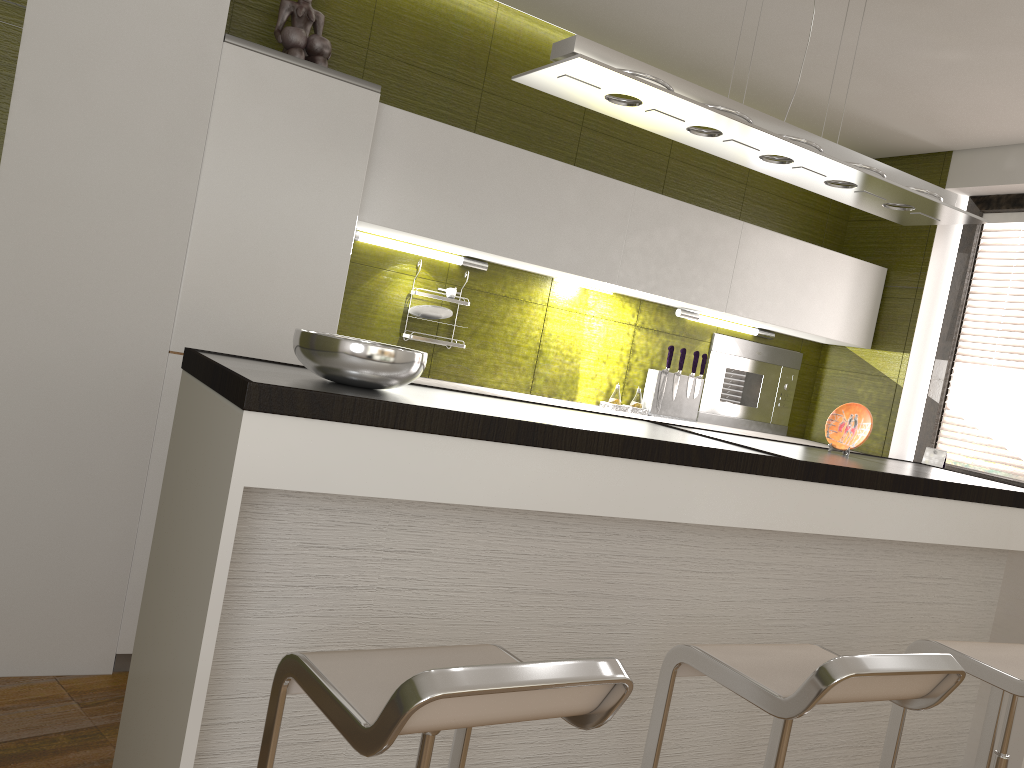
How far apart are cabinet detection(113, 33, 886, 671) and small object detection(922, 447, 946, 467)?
0.7m

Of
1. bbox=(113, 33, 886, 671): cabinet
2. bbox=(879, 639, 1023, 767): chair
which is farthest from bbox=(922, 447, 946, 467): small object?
bbox=(879, 639, 1023, 767): chair

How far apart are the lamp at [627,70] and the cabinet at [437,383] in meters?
1.4

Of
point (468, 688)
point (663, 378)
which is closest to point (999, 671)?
point (468, 688)

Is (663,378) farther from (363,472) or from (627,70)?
(363,472)

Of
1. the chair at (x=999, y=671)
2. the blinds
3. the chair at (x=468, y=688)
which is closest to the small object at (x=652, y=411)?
the blinds

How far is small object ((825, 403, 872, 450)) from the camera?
3.2m

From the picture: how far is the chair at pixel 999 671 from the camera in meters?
2.1

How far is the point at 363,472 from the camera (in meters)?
1.76

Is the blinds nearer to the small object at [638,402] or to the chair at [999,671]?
the small object at [638,402]
